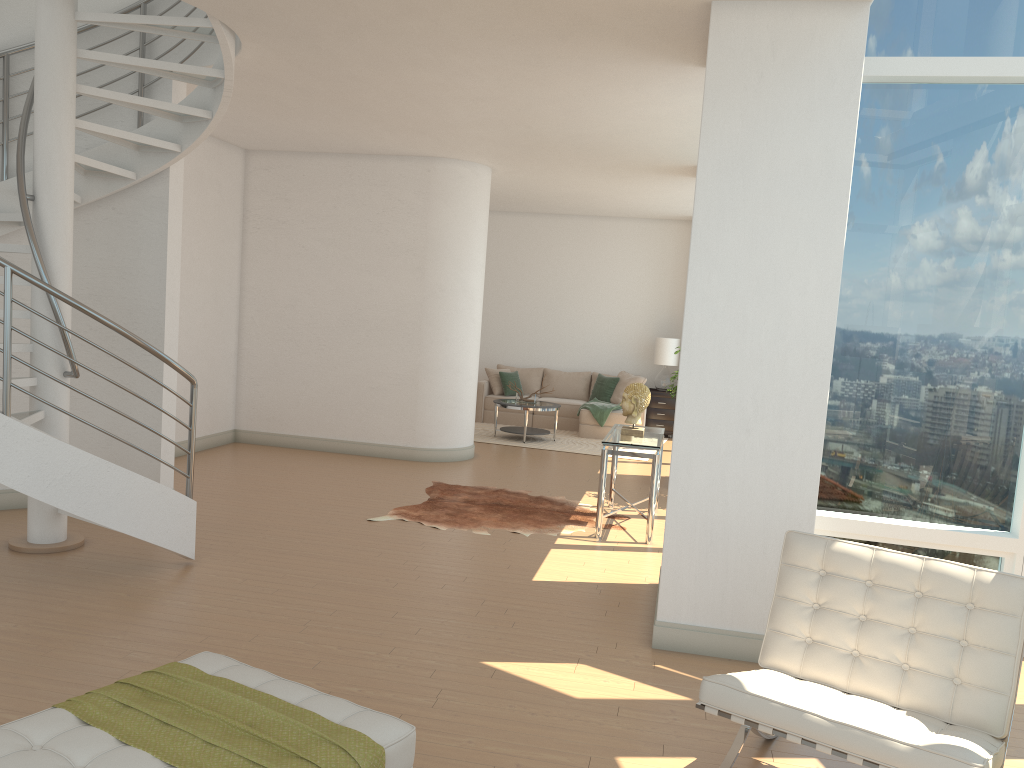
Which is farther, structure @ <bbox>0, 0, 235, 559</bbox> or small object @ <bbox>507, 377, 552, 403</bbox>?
small object @ <bbox>507, 377, 552, 403</bbox>

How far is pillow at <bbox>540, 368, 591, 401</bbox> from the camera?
14.1 meters

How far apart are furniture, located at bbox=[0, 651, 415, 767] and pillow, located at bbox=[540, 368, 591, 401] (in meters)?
11.27

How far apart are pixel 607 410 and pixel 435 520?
5.9m

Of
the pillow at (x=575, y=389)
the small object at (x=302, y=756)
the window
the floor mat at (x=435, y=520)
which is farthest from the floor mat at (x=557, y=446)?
the small object at (x=302, y=756)

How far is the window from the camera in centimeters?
524cm

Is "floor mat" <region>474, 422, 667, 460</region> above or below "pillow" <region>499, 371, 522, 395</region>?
below

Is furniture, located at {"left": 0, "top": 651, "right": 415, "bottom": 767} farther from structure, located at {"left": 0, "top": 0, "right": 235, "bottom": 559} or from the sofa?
the sofa

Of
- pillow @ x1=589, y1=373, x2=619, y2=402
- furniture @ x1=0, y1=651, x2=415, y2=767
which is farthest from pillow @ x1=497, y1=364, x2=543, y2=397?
furniture @ x1=0, y1=651, x2=415, y2=767

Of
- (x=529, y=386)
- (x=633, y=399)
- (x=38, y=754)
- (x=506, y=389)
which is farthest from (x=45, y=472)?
(x=529, y=386)
